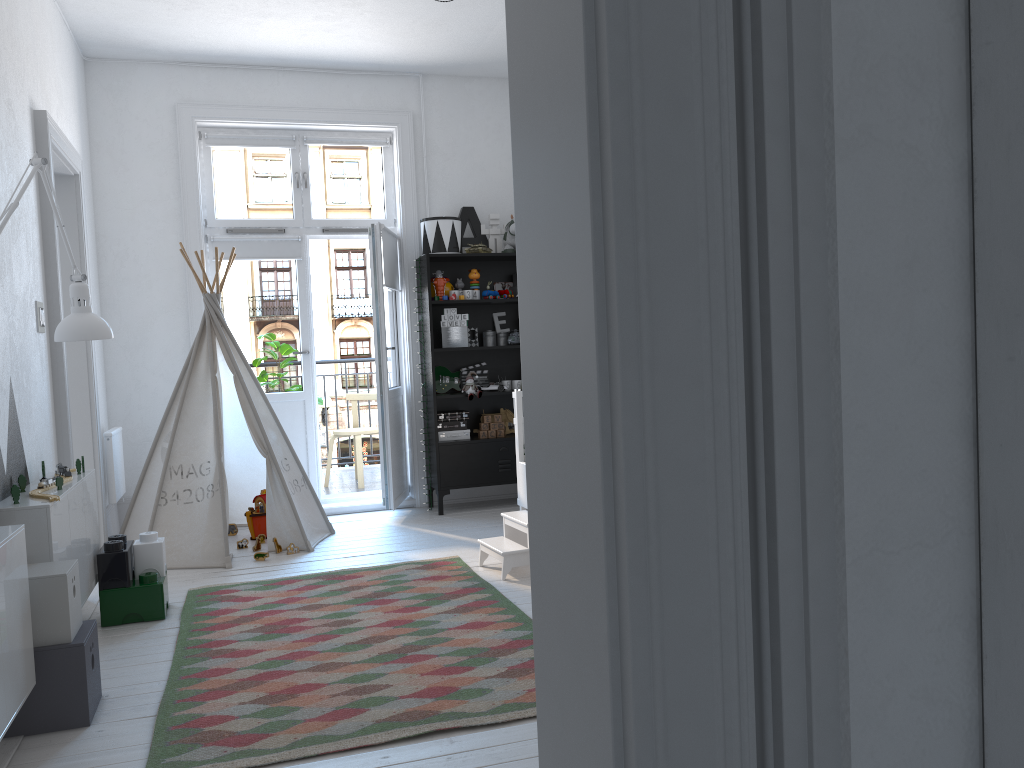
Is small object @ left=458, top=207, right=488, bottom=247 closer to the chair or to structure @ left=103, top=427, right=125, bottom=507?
the chair

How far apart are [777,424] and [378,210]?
5.6 meters

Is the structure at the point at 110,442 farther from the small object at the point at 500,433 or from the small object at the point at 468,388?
the small object at the point at 500,433

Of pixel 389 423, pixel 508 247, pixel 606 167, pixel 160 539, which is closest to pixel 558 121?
pixel 606 167

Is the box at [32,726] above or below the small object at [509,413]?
below

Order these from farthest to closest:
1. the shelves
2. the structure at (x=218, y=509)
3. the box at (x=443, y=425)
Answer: the box at (x=443, y=425) → the shelves → the structure at (x=218, y=509)

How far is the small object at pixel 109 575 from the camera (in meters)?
3.58

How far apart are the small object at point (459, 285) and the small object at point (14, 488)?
3.5 meters

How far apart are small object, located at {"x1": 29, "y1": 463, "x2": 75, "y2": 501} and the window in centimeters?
262cm

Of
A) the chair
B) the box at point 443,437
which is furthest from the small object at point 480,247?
the chair
